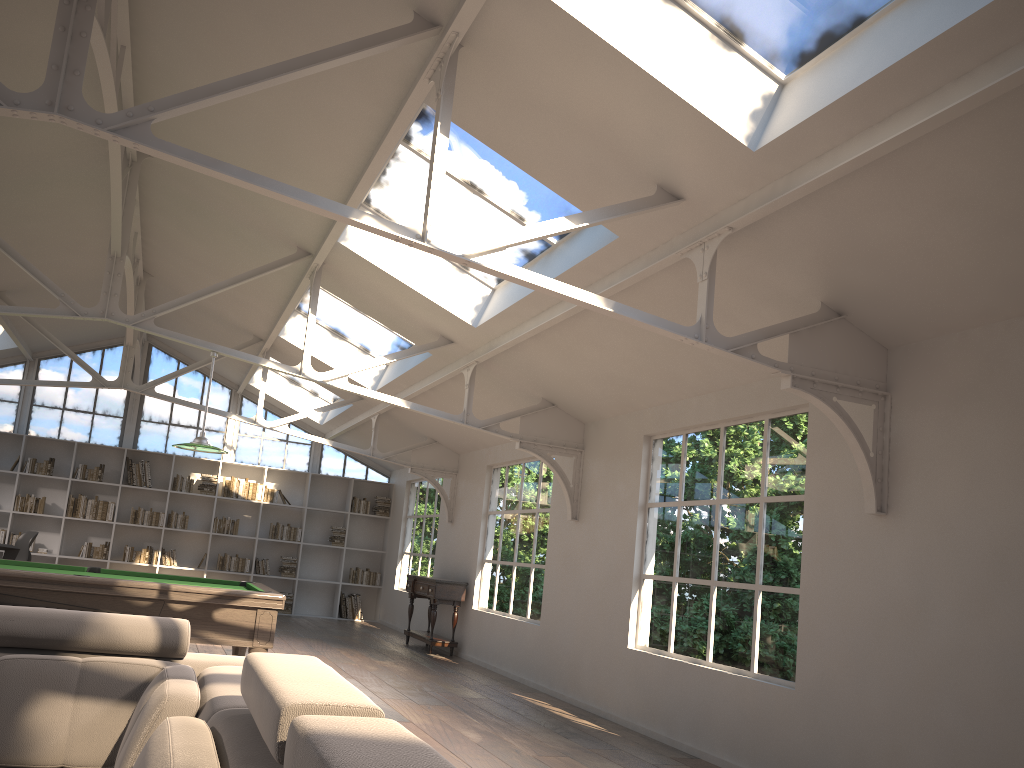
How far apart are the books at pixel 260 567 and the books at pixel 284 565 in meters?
0.2

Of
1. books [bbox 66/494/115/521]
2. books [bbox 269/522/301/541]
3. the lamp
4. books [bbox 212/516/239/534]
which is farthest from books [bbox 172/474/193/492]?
the lamp

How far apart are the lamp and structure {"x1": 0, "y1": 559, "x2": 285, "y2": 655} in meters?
1.1 m

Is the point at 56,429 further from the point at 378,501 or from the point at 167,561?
the point at 378,501

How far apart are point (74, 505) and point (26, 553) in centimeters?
163cm

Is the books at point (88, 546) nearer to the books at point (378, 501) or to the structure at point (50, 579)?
the books at point (378, 501)

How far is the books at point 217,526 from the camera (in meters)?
13.71

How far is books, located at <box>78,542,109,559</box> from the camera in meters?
13.0 m

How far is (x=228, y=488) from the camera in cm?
1385

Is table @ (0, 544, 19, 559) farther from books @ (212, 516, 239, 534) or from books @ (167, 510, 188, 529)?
books @ (212, 516, 239, 534)
